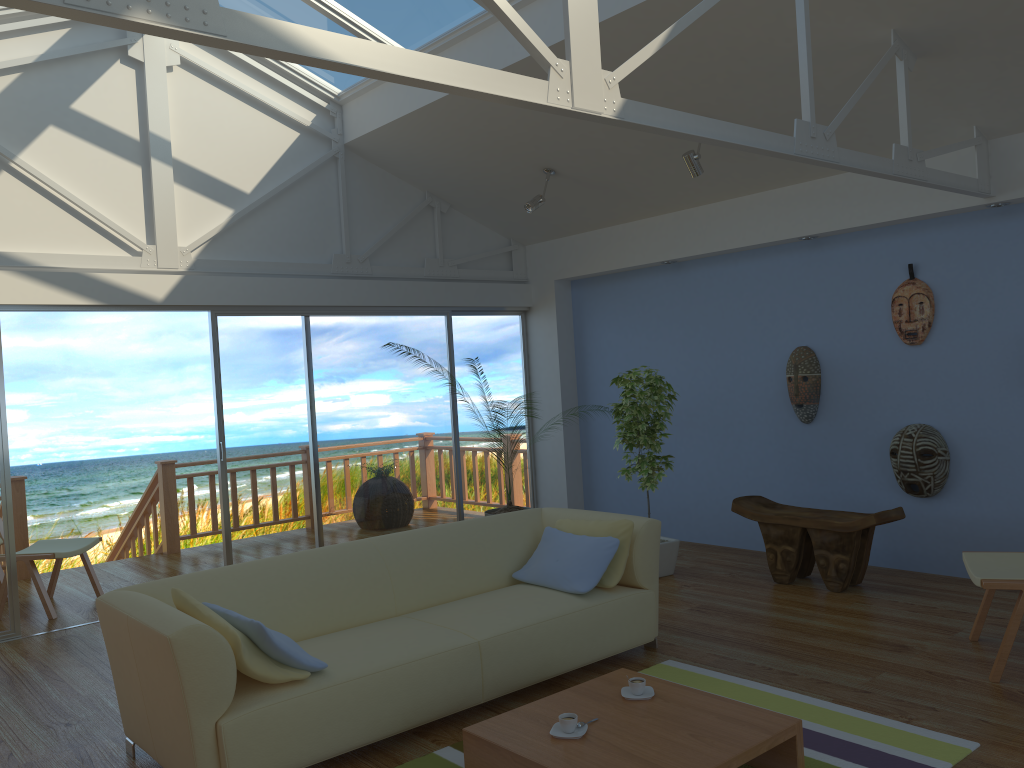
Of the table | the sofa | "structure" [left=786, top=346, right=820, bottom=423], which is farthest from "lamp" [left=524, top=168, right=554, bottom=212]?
the table

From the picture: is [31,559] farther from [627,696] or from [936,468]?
[936,468]

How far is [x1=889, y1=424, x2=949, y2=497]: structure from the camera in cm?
538

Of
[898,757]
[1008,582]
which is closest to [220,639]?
[898,757]

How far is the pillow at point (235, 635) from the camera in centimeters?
302cm

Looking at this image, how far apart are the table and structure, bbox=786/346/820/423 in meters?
3.2

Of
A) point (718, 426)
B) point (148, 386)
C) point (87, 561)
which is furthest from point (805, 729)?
point (148, 386)

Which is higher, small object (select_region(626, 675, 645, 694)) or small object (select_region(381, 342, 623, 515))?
small object (select_region(381, 342, 623, 515))

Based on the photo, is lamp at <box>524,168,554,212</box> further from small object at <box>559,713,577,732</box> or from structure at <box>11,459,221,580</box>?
small object at <box>559,713,577,732</box>

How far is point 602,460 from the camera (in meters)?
7.68
